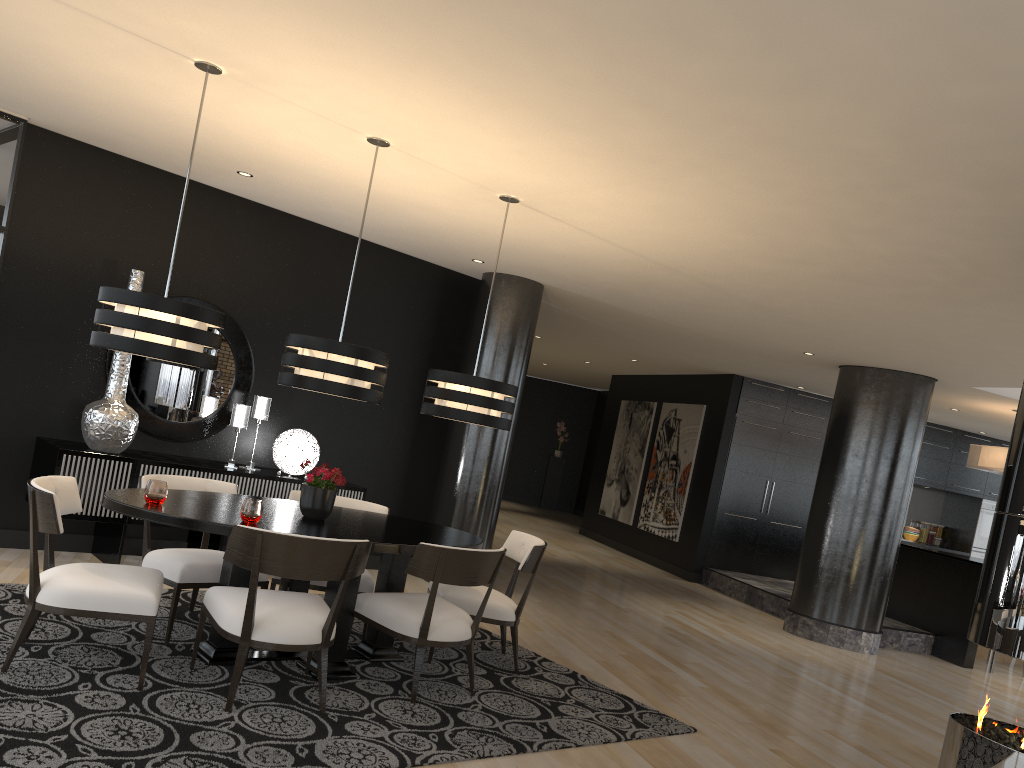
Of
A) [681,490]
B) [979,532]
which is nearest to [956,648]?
[681,490]

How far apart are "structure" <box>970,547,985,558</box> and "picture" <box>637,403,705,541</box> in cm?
451

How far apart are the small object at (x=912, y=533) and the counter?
3.87m

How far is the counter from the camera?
8.9m

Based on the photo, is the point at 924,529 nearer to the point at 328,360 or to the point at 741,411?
the point at 741,411

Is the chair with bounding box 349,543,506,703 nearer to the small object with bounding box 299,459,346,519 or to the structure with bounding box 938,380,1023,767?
the small object with bounding box 299,459,346,519

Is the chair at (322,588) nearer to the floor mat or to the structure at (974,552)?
the floor mat

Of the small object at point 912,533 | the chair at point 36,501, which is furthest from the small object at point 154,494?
the small object at point 912,533

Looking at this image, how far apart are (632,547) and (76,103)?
9.8m

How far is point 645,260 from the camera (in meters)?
6.09
